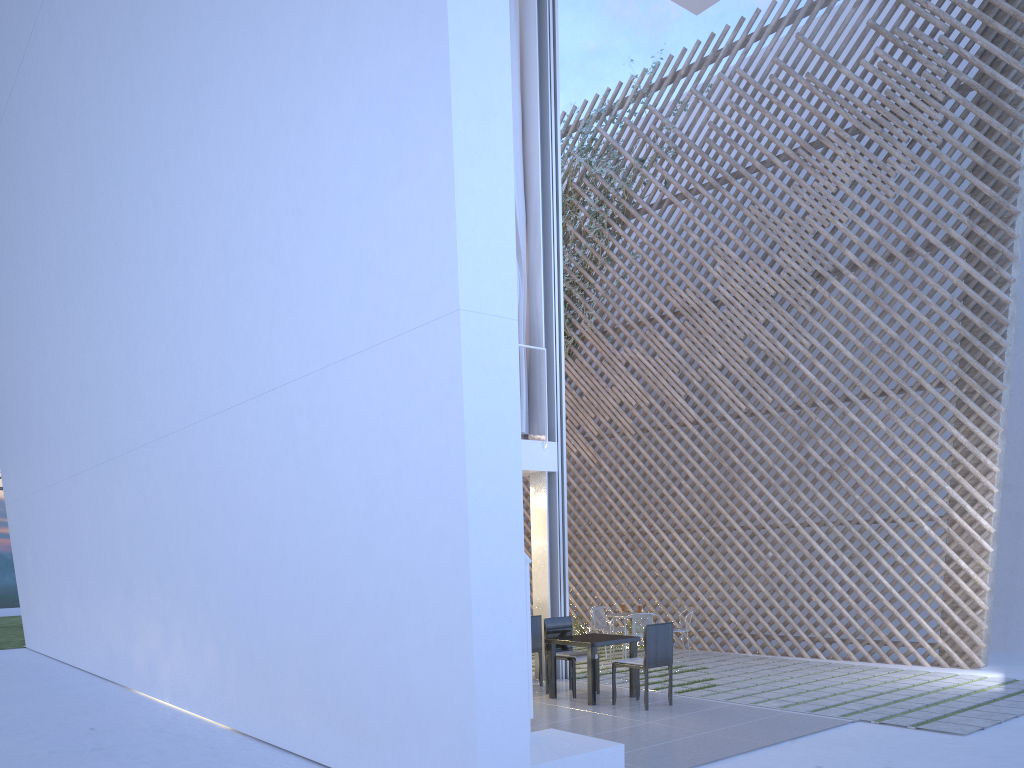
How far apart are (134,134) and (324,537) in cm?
259

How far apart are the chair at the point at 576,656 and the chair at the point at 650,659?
0.3 meters

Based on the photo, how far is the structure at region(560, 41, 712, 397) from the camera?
7.3 meters

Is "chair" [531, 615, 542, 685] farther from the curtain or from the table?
the curtain

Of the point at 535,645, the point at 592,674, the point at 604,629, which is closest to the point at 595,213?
the point at 604,629

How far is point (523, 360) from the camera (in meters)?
5.07

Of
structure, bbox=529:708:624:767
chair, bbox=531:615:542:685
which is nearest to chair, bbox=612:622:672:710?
chair, bbox=531:615:542:685

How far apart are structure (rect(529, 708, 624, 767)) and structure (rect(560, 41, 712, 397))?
5.0m

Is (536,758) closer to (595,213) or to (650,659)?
(650,659)

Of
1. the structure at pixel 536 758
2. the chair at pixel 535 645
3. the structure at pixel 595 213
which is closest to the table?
the chair at pixel 535 645
